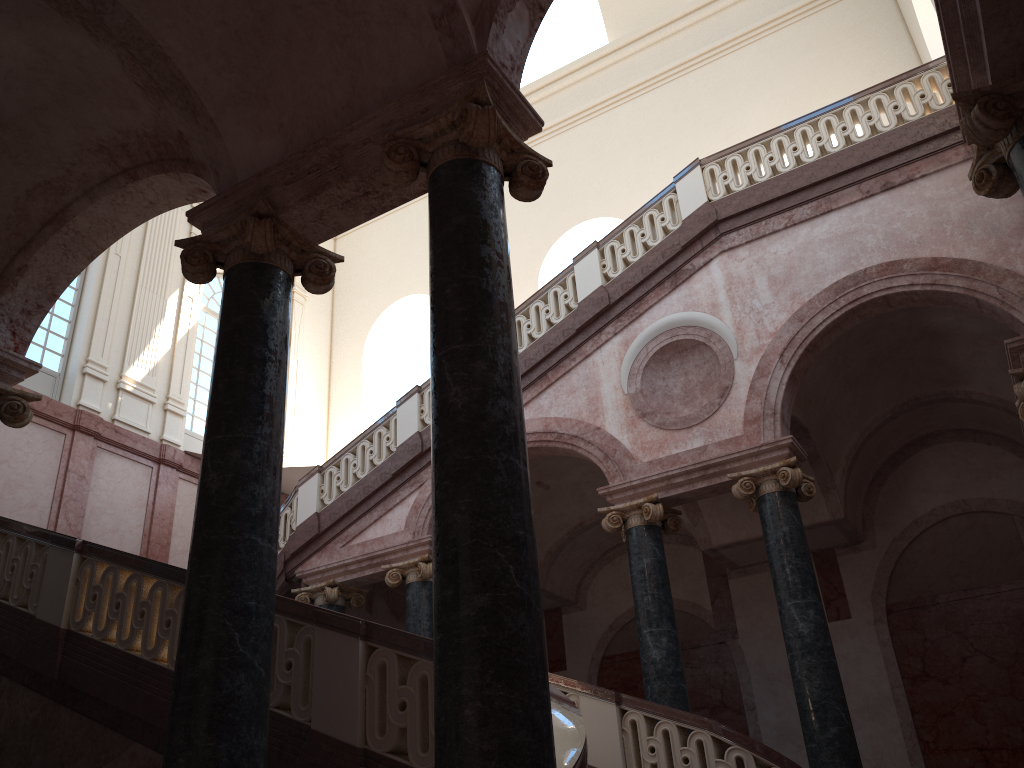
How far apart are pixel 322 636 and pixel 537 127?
3.1m
